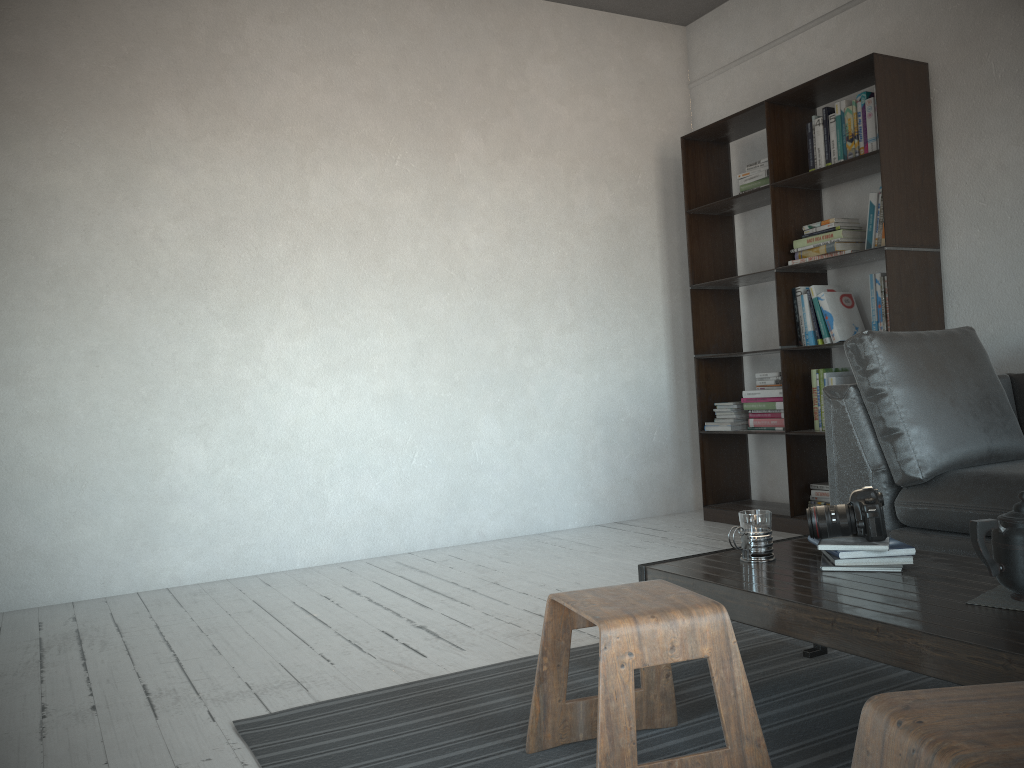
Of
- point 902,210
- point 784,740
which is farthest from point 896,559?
point 902,210

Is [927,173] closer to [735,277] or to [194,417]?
[735,277]

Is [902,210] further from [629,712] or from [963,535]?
[629,712]

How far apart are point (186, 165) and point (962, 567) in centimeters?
345cm

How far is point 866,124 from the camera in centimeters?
390cm

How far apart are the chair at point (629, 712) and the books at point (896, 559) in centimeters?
39cm

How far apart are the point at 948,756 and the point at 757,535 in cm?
113

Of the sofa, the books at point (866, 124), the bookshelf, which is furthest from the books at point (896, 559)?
the books at point (866, 124)

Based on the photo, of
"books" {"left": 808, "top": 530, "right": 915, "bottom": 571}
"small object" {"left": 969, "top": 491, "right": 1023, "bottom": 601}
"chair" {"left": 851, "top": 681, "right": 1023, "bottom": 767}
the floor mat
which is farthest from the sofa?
"chair" {"left": 851, "top": 681, "right": 1023, "bottom": 767}

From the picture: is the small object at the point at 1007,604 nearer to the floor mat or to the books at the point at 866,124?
the floor mat
